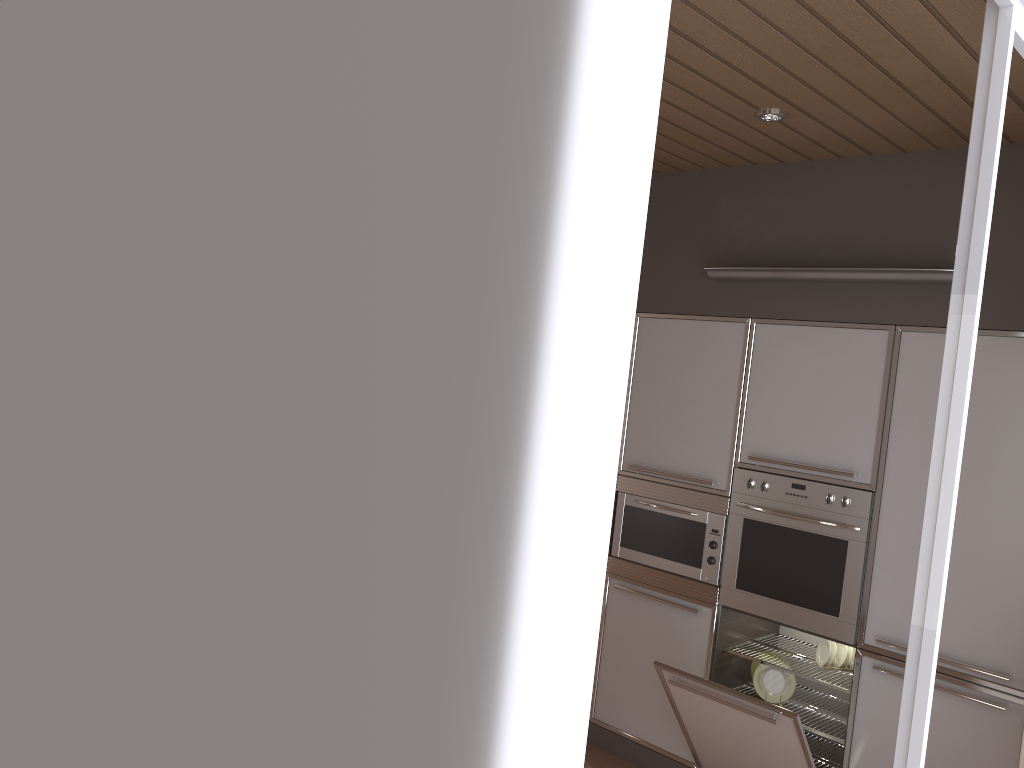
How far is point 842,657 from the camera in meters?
3.7

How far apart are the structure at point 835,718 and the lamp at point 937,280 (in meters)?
1.82

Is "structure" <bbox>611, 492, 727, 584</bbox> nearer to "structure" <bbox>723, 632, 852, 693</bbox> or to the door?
"structure" <bbox>723, 632, 852, 693</bbox>

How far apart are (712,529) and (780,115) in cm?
173

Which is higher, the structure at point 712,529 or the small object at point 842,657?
the structure at point 712,529

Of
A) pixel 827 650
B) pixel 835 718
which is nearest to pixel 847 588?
pixel 827 650

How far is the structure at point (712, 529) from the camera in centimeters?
381cm

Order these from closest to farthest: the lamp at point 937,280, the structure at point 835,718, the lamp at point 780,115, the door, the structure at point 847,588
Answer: the door → the lamp at point 780,115 → the lamp at point 937,280 → the structure at point 847,588 → the structure at point 835,718

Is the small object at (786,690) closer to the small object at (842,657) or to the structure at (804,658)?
the structure at (804,658)

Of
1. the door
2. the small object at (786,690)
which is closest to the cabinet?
the small object at (786,690)
